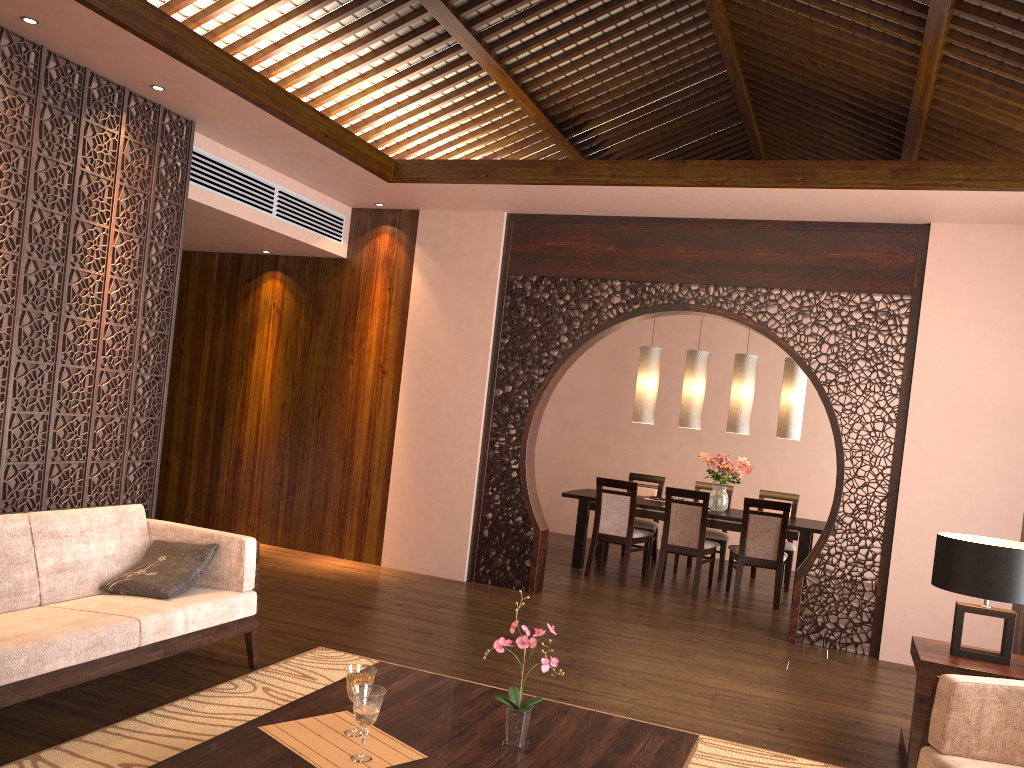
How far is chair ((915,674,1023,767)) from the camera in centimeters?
282cm

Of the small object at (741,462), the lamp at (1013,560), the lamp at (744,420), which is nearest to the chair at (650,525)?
the small object at (741,462)

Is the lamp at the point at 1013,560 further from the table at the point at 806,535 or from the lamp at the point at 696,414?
the lamp at the point at 696,414

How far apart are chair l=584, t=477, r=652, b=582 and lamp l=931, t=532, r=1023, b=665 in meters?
3.6 m

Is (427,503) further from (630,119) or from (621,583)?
(630,119)

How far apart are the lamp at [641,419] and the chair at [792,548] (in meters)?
1.34

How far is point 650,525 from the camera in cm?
826

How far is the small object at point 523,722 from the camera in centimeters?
252cm

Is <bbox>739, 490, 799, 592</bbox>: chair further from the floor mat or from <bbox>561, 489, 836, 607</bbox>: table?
the floor mat

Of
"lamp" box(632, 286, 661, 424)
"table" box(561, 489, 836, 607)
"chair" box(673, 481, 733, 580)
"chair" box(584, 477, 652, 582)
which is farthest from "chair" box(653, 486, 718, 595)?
"lamp" box(632, 286, 661, 424)
